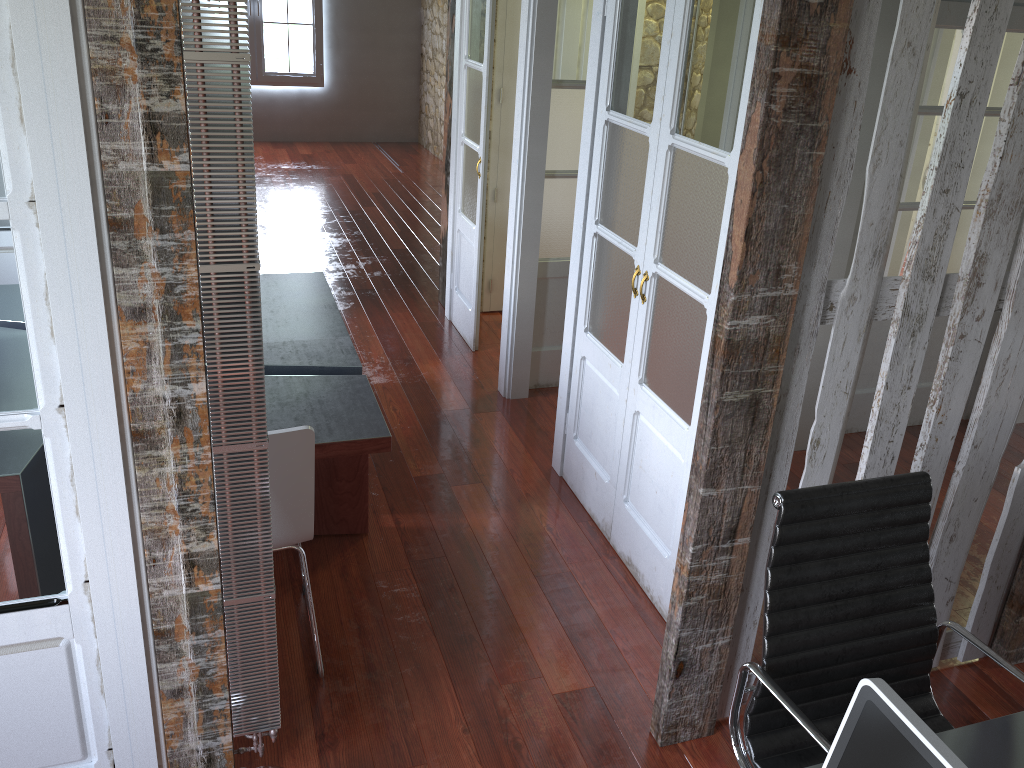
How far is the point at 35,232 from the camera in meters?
1.6 m

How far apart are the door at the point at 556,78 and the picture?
6.3 meters

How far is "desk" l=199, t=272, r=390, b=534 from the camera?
2.9 meters

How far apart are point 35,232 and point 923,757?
1.66m

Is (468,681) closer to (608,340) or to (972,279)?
(608,340)

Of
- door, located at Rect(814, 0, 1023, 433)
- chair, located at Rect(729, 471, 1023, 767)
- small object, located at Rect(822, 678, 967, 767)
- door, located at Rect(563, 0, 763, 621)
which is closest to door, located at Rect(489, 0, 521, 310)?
door, located at Rect(563, 0, 763, 621)

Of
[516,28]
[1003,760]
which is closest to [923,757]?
[1003,760]

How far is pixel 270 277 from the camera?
4.2m

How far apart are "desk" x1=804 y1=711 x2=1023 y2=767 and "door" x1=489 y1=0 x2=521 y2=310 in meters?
4.3

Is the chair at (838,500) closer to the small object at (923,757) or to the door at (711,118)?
the small object at (923,757)
